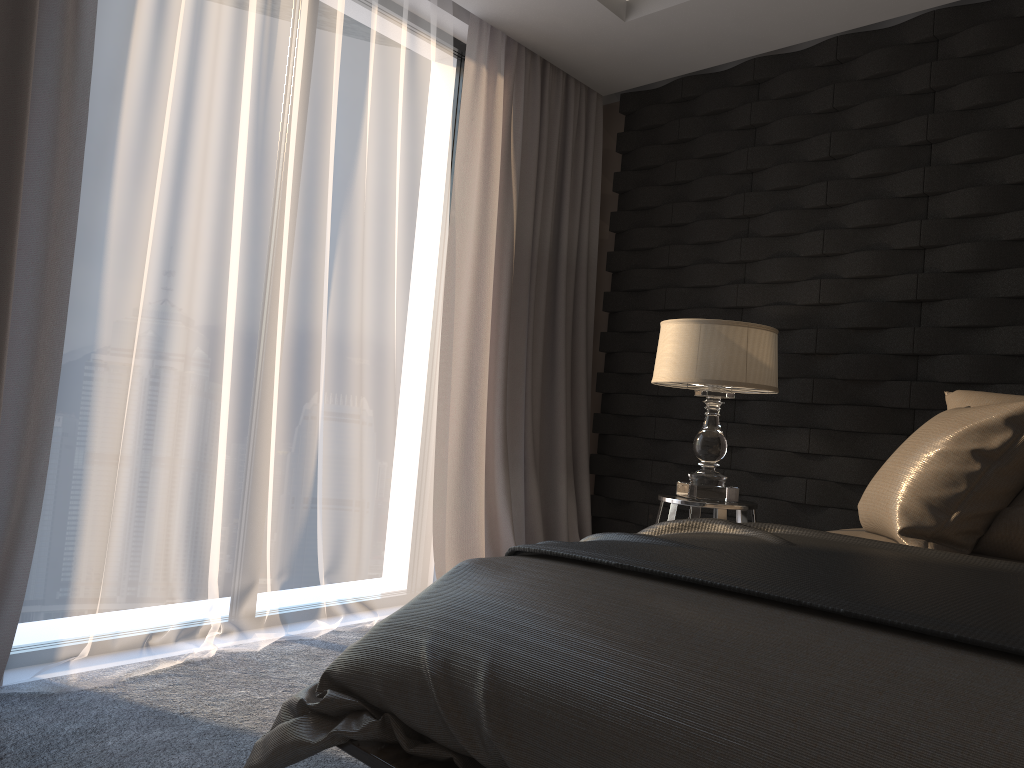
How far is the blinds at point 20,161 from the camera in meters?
2.3

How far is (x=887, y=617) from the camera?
1.2 meters

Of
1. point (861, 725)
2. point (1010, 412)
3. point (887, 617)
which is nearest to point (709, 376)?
point (1010, 412)

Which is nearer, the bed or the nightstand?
the bed

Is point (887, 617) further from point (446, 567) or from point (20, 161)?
point (446, 567)

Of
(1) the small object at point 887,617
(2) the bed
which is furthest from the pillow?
(1) the small object at point 887,617

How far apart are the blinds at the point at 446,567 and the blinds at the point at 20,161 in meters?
1.5

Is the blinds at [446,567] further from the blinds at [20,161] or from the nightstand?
the blinds at [20,161]

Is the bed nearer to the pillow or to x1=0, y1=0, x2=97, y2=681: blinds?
the pillow

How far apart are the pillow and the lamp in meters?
0.6
